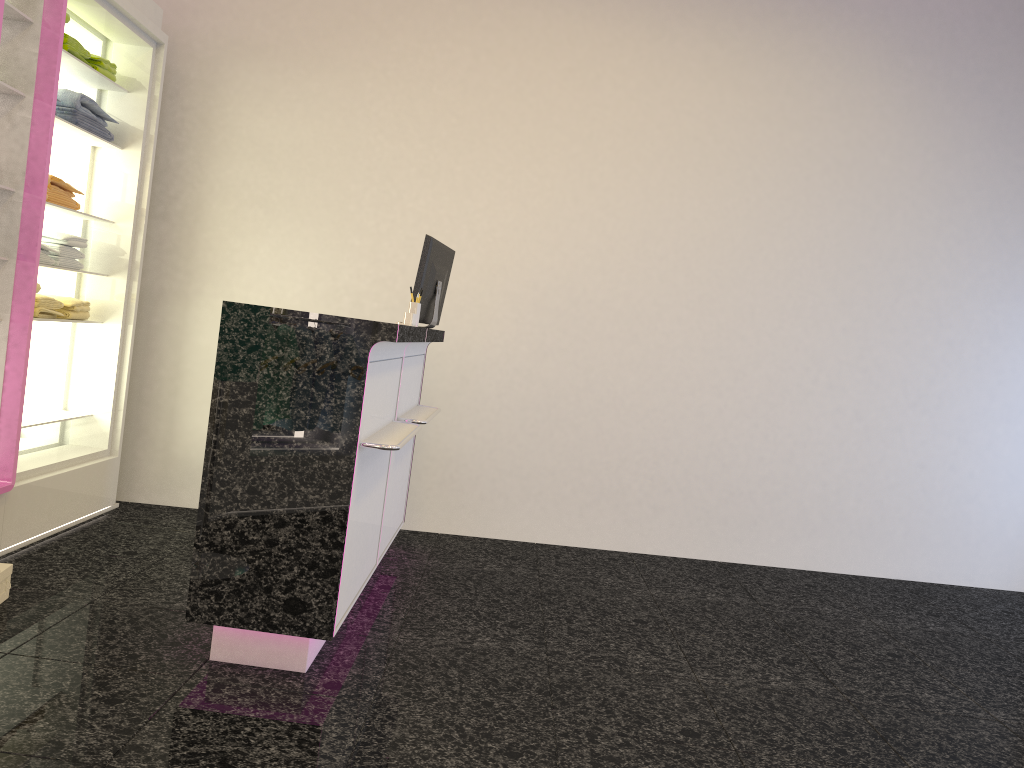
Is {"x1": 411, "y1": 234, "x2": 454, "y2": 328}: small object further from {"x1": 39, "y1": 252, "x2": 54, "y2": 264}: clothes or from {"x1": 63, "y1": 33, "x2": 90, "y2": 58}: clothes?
{"x1": 63, "y1": 33, "x2": 90, "y2": 58}: clothes

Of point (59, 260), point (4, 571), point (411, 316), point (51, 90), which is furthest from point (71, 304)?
point (411, 316)

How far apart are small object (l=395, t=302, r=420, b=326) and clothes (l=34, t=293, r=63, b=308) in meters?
1.8 m

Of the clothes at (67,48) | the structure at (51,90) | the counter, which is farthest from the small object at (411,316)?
the clothes at (67,48)

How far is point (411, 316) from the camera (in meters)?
3.71

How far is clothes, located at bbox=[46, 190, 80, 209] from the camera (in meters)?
4.21

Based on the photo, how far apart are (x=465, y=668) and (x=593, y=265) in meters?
2.9 m

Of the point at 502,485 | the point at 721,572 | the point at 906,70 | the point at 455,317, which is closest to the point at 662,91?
the point at 906,70

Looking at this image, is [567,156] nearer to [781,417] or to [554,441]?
[554,441]

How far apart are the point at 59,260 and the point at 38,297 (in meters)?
0.29
